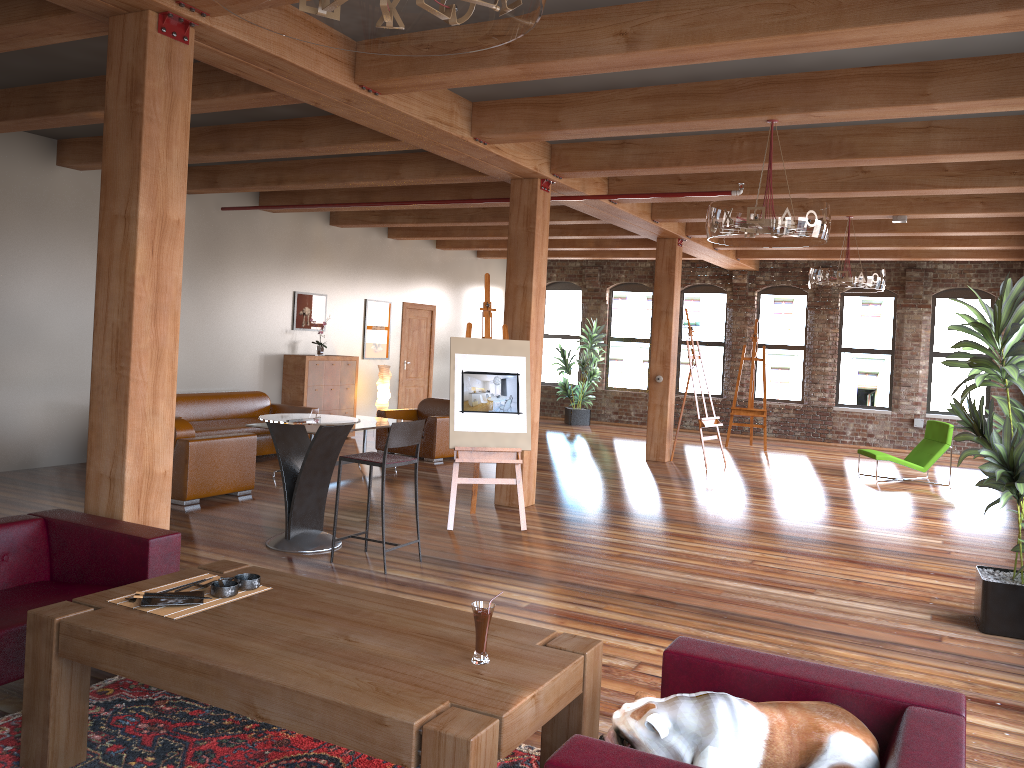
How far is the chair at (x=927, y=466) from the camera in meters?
11.3

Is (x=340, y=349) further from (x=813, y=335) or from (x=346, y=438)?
(x=813, y=335)

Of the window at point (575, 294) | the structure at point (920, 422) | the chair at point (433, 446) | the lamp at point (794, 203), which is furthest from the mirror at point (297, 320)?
the structure at point (920, 422)

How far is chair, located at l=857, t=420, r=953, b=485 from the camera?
11.3m

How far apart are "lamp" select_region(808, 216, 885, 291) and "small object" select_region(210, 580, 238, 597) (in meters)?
7.81

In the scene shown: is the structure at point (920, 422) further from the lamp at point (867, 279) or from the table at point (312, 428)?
the table at point (312, 428)

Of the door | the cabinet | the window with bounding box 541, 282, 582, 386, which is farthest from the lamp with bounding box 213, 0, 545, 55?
→ the window with bounding box 541, 282, 582, 386

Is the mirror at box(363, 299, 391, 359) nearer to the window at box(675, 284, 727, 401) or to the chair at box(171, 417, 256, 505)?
the chair at box(171, 417, 256, 505)

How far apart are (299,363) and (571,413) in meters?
6.4 m

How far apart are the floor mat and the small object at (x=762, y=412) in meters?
11.7 m
